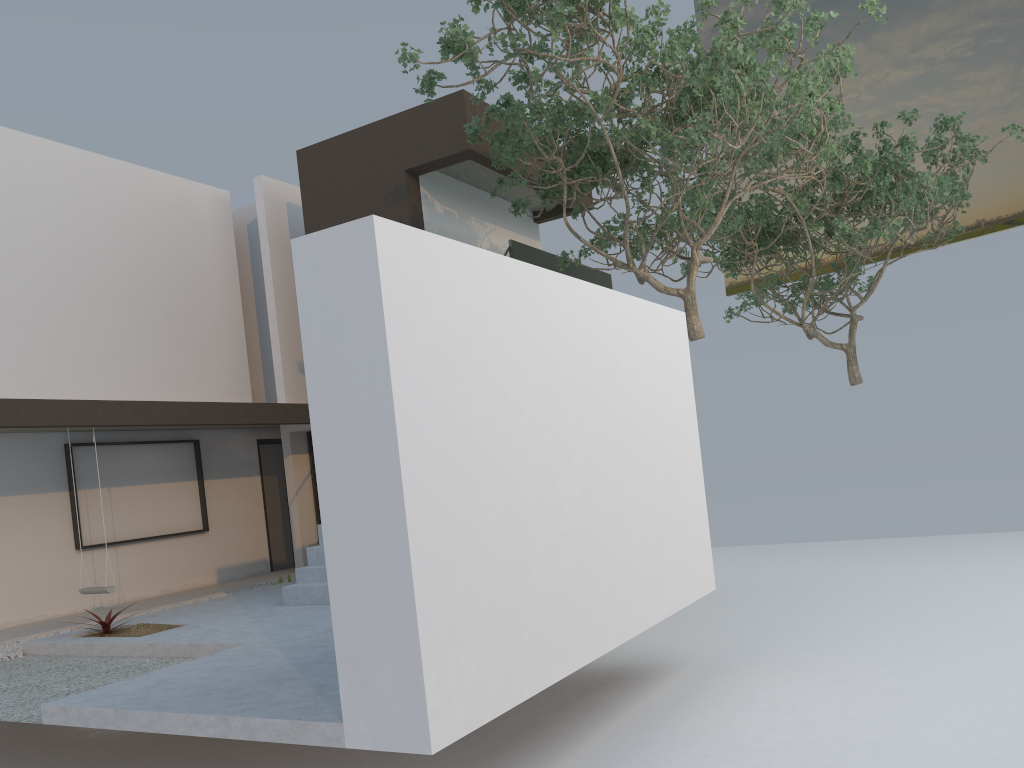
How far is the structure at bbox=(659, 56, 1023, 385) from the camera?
13.1m

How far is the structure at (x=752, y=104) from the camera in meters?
7.8 m

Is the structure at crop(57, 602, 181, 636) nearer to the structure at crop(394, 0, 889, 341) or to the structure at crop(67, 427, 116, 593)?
the structure at crop(67, 427, 116, 593)

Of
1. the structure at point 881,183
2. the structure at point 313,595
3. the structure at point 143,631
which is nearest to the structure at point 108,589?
the structure at point 143,631

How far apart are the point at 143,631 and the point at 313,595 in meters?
1.5 m

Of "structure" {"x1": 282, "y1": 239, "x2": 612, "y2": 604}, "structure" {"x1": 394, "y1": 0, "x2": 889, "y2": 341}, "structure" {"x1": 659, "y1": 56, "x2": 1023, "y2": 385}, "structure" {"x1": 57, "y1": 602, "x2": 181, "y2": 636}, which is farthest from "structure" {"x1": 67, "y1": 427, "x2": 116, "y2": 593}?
"structure" {"x1": 659, "y1": 56, "x2": 1023, "y2": 385}

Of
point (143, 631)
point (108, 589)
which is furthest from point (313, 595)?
point (108, 589)

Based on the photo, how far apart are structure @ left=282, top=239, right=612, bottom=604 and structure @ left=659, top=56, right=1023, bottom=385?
2.01m

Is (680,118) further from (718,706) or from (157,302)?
(157,302)

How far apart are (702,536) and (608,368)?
2.06m
